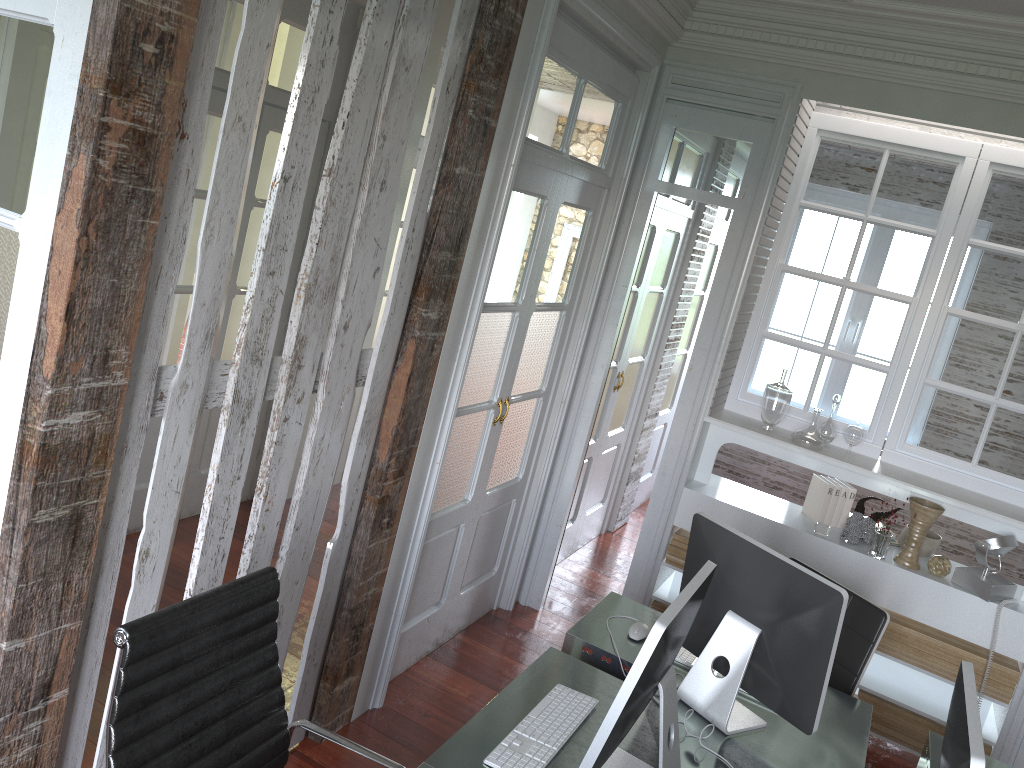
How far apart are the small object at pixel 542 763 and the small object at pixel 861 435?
2.2m

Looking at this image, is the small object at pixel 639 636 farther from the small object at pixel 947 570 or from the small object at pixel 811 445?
the small object at pixel 947 570

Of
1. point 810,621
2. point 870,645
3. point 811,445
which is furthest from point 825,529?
point 810,621

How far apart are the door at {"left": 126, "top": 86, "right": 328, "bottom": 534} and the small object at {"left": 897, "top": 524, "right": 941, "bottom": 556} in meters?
3.2

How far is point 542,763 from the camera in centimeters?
202cm

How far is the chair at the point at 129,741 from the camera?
1.7 meters

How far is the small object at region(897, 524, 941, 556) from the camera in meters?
3.9 m

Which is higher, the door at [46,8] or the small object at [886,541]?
the door at [46,8]

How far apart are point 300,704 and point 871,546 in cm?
244

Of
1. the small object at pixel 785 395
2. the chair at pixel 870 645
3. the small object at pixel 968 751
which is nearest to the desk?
the chair at pixel 870 645
